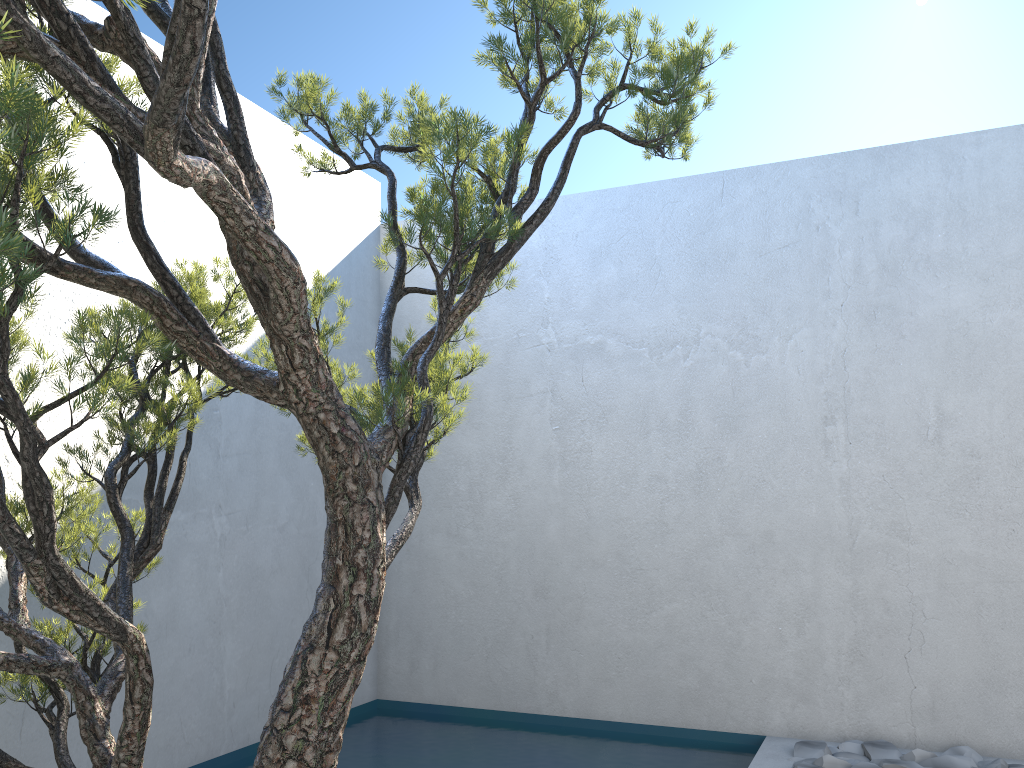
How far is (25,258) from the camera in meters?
1.4 m

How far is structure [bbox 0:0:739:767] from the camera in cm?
136

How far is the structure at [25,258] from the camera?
1.4 meters
